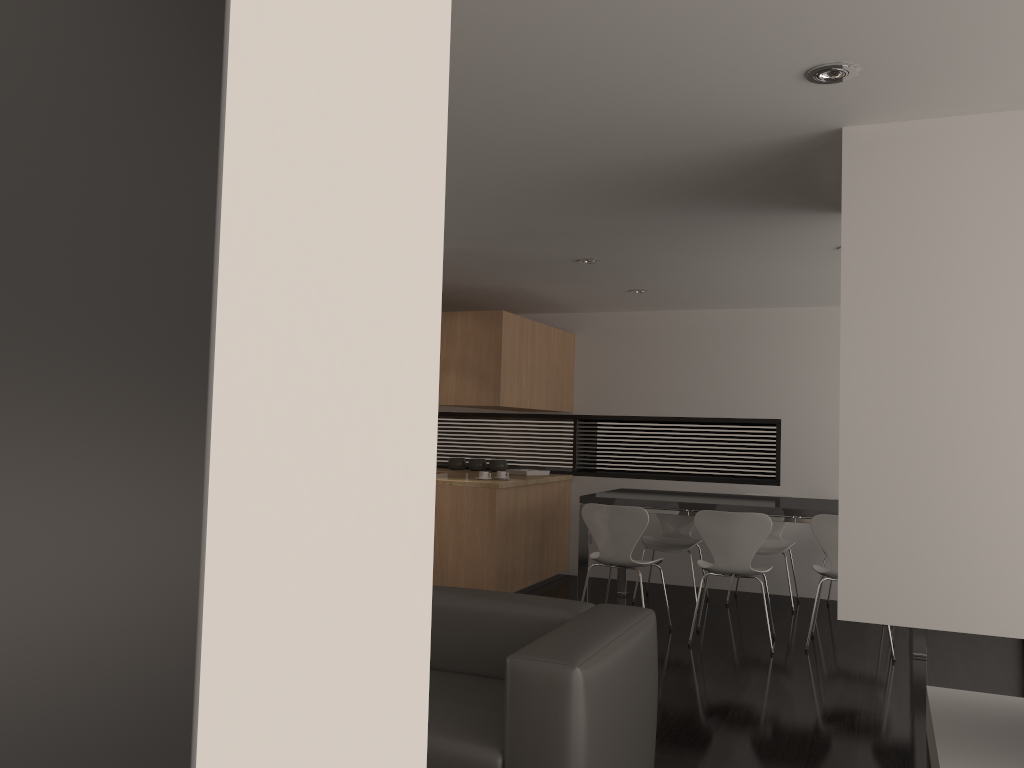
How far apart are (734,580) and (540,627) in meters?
4.7 m

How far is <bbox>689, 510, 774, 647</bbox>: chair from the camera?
5.5 meters

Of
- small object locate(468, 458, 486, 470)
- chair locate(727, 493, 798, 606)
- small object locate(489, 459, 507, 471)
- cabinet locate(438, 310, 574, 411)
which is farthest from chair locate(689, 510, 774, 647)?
small object locate(468, 458, 486, 470)

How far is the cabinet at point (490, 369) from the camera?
6.66m

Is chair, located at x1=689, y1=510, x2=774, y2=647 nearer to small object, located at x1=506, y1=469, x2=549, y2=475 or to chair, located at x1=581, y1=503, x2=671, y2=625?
chair, located at x1=581, y1=503, x2=671, y2=625

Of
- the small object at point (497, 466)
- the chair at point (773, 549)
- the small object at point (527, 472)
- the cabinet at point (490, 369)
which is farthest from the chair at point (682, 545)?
the small object at point (497, 466)

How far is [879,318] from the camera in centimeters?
301cm

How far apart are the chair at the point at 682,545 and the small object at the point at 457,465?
2.1m

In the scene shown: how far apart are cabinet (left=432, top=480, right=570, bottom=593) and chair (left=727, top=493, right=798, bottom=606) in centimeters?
176cm

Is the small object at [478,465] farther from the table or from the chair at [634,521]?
the chair at [634,521]
